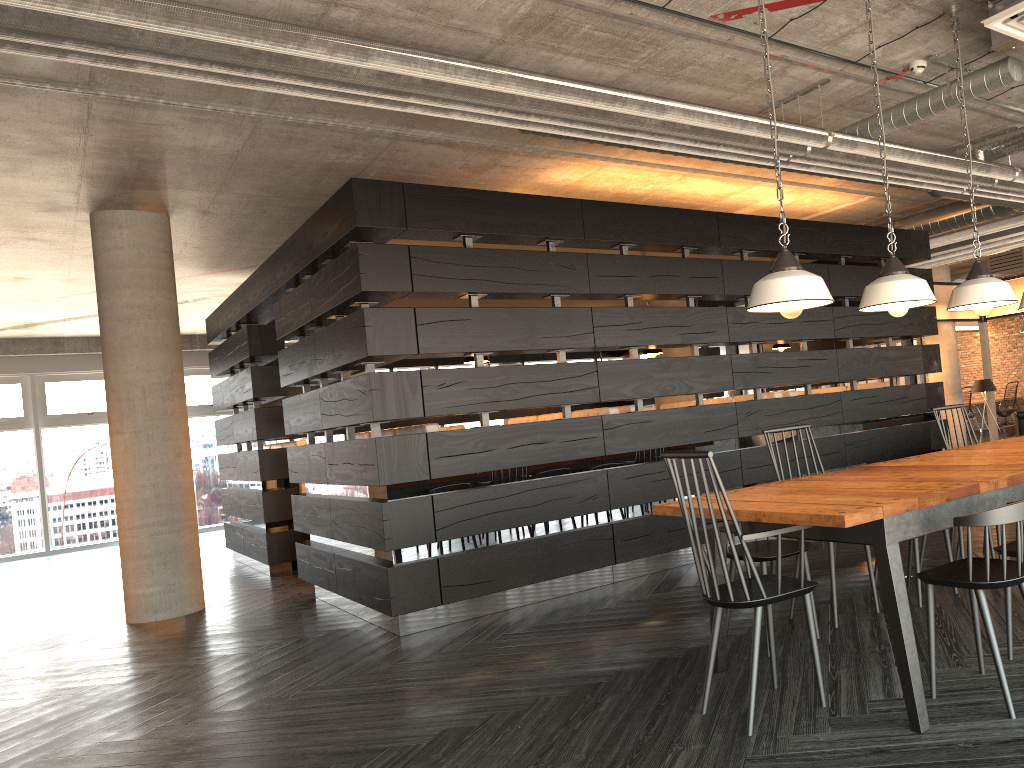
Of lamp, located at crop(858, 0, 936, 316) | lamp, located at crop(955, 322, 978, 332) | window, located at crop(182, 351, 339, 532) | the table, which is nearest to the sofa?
lamp, located at crop(955, 322, 978, 332)

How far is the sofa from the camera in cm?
1074

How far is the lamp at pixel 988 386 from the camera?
11.20m

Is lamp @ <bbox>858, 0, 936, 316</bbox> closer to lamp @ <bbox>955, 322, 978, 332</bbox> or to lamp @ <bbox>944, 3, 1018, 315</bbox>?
lamp @ <bbox>944, 3, 1018, 315</bbox>

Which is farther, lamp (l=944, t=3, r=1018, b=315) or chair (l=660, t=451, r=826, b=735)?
lamp (l=944, t=3, r=1018, b=315)

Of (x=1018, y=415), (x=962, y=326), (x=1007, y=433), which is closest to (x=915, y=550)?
(x=1018, y=415)

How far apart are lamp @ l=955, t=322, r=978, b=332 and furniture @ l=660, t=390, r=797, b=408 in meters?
11.3

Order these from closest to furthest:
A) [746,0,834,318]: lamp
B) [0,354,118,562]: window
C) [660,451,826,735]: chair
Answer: [660,451,826,735]: chair, [746,0,834,318]: lamp, [0,354,118,562]: window

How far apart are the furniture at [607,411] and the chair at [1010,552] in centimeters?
334cm

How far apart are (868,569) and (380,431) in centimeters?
314cm
